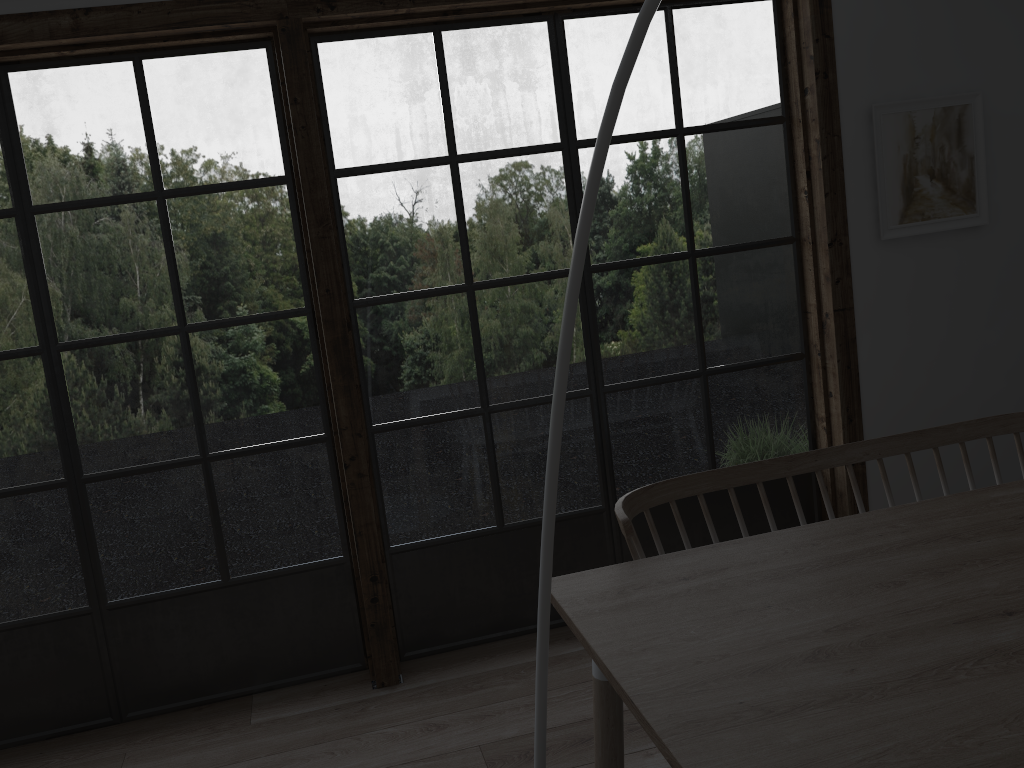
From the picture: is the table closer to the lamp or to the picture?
the lamp

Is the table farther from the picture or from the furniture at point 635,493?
the picture

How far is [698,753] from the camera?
1.2m

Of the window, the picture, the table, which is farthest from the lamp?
the picture

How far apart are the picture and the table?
1.4m

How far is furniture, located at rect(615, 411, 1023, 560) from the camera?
2.1m

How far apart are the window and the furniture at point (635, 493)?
0.9m

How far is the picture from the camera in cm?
311

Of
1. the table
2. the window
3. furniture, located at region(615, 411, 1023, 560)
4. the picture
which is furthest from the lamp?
the picture

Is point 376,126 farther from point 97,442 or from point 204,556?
point 204,556
